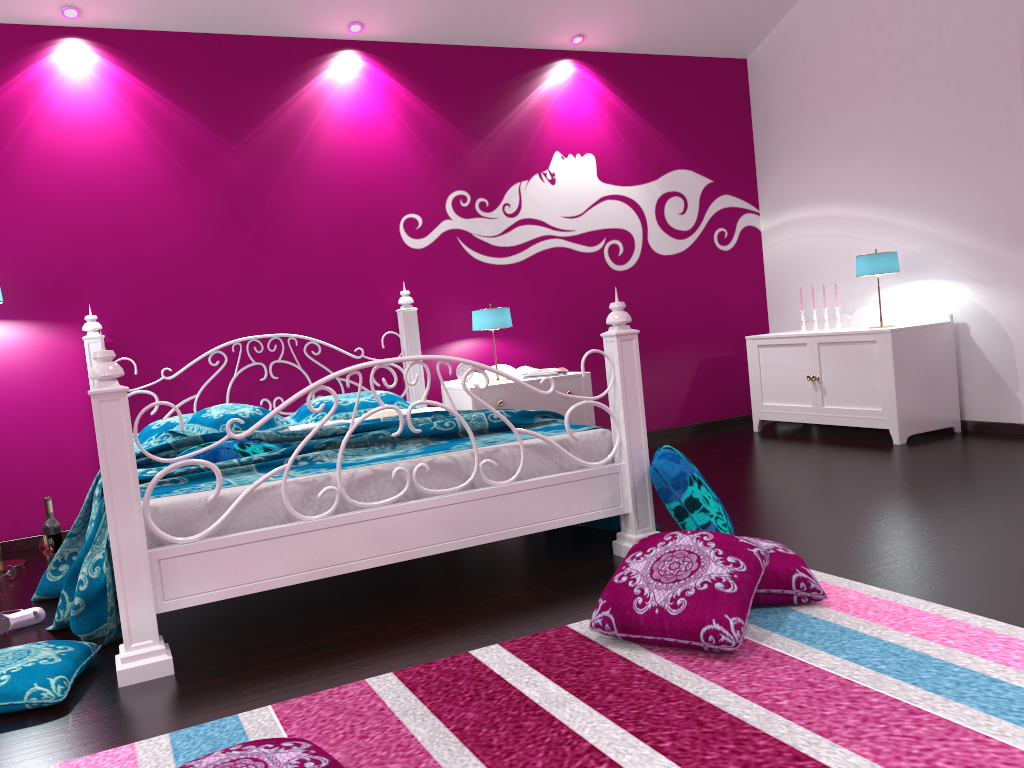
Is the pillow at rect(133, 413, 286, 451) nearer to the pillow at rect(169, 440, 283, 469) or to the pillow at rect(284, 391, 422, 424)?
the pillow at rect(284, 391, 422, 424)

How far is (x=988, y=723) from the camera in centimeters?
164cm

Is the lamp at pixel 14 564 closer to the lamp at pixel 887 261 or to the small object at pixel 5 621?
the small object at pixel 5 621

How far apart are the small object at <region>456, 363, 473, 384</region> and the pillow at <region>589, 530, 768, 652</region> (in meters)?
2.64

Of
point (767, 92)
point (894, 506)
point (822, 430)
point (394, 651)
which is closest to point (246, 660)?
point (394, 651)

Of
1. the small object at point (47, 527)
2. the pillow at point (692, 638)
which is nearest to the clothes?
the small object at point (47, 527)

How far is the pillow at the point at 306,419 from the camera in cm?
436

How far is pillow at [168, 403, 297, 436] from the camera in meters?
3.9 m

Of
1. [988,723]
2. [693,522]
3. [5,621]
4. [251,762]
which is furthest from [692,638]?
[5,621]

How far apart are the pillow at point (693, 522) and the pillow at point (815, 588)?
0.3 meters
